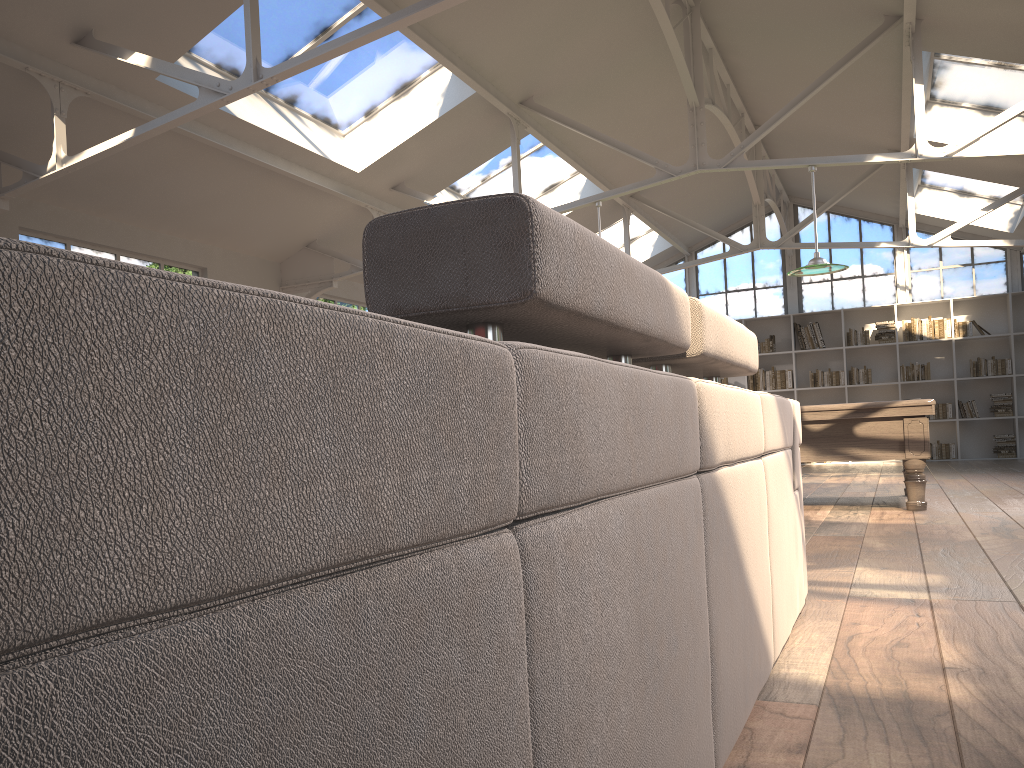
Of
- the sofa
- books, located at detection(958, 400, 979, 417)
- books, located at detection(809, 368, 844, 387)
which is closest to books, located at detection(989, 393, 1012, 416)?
books, located at detection(958, 400, 979, 417)

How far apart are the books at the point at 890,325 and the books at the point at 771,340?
1.57m

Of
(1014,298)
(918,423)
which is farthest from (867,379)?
(918,423)

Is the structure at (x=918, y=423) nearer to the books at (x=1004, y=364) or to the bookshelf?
the bookshelf

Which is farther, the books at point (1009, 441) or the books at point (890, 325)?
the books at point (890, 325)

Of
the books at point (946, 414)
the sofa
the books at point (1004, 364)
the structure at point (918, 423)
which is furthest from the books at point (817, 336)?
the sofa

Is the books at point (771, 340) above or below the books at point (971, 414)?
above

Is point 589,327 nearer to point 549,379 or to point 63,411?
point 549,379

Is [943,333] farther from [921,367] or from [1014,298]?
[1014,298]

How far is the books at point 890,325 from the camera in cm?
1341
